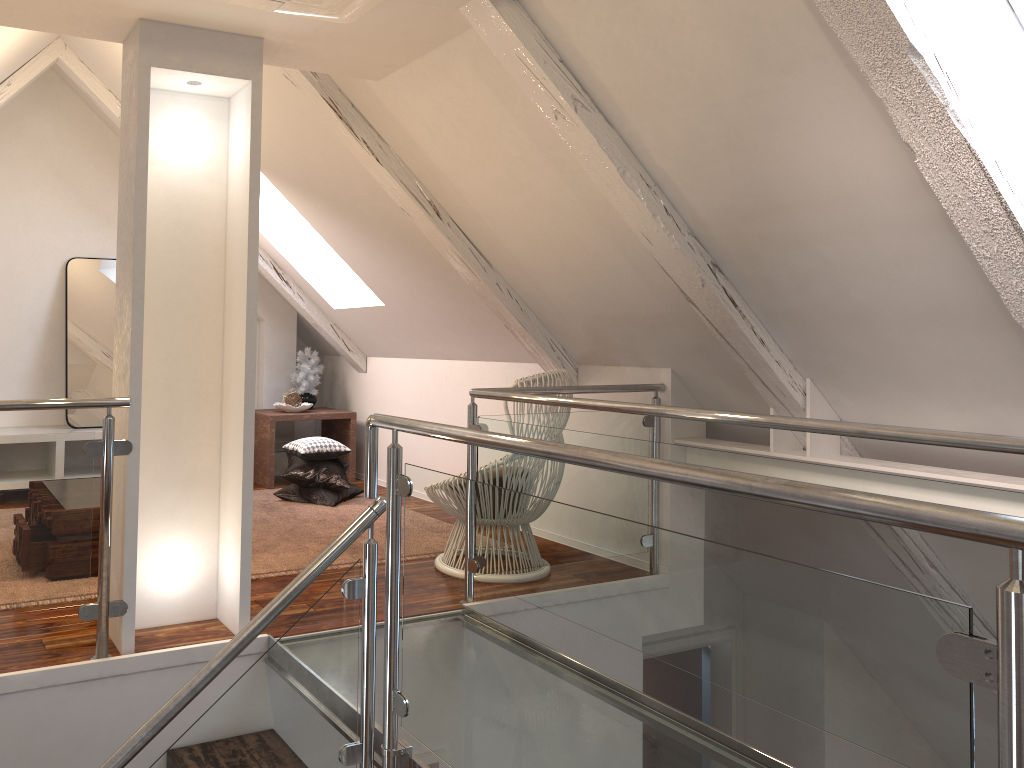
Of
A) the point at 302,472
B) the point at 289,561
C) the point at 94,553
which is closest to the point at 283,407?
the point at 302,472

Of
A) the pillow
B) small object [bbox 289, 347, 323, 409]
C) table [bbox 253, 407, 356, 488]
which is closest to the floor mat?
the pillow

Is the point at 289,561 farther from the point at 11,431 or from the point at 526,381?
the point at 11,431

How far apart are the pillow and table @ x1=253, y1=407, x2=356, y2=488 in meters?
0.3 m

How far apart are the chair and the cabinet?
2.50m

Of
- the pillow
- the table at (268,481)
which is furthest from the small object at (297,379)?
the pillow

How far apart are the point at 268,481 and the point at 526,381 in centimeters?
242cm

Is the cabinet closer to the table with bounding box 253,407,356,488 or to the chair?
the table with bounding box 253,407,356,488

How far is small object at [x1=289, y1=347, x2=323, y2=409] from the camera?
5.5 meters

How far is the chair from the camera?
3.26m
